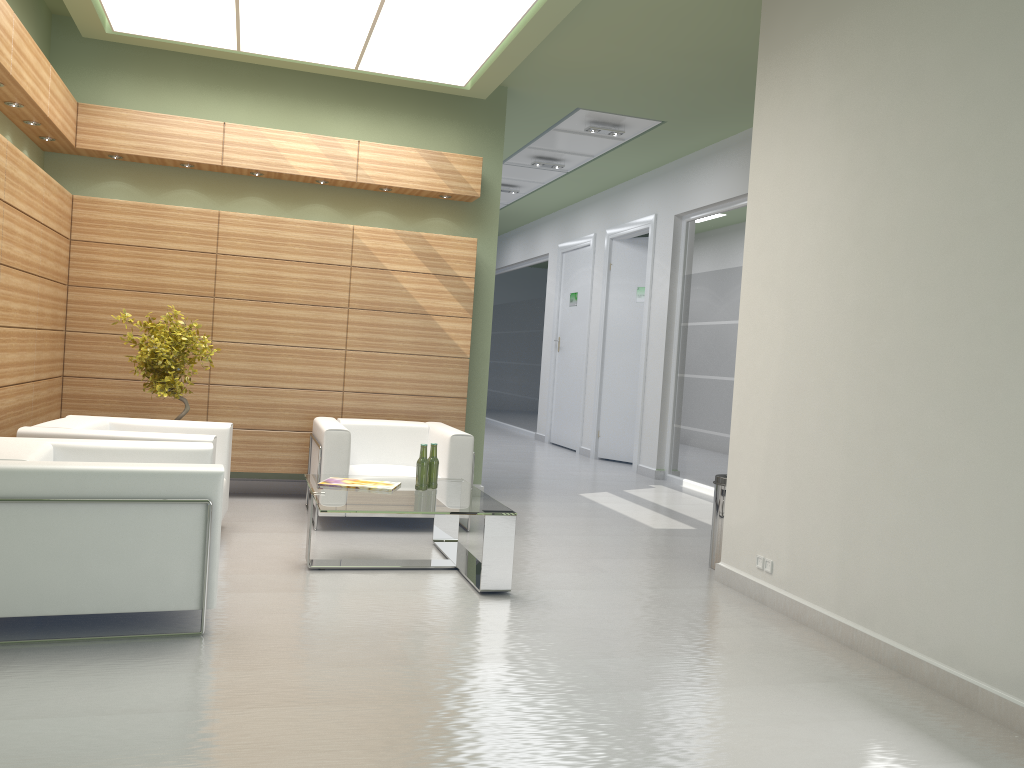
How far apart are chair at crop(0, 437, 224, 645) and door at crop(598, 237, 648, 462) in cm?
1329

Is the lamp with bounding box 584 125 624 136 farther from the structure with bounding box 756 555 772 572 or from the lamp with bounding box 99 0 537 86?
the structure with bounding box 756 555 772 572

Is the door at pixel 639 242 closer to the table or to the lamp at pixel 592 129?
the lamp at pixel 592 129

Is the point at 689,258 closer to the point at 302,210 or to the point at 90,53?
the point at 302,210

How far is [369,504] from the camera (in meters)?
8.06

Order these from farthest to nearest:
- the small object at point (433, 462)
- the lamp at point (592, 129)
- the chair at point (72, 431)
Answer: the lamp at point (592, 129), the small object at point (433, 462), the chair at point (72, 431)

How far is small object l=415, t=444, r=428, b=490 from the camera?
9.0m

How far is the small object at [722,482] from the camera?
9.8 meters

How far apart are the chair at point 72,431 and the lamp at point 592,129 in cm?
851

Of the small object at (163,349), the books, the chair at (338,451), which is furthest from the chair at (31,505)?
the small object at (163,349)
